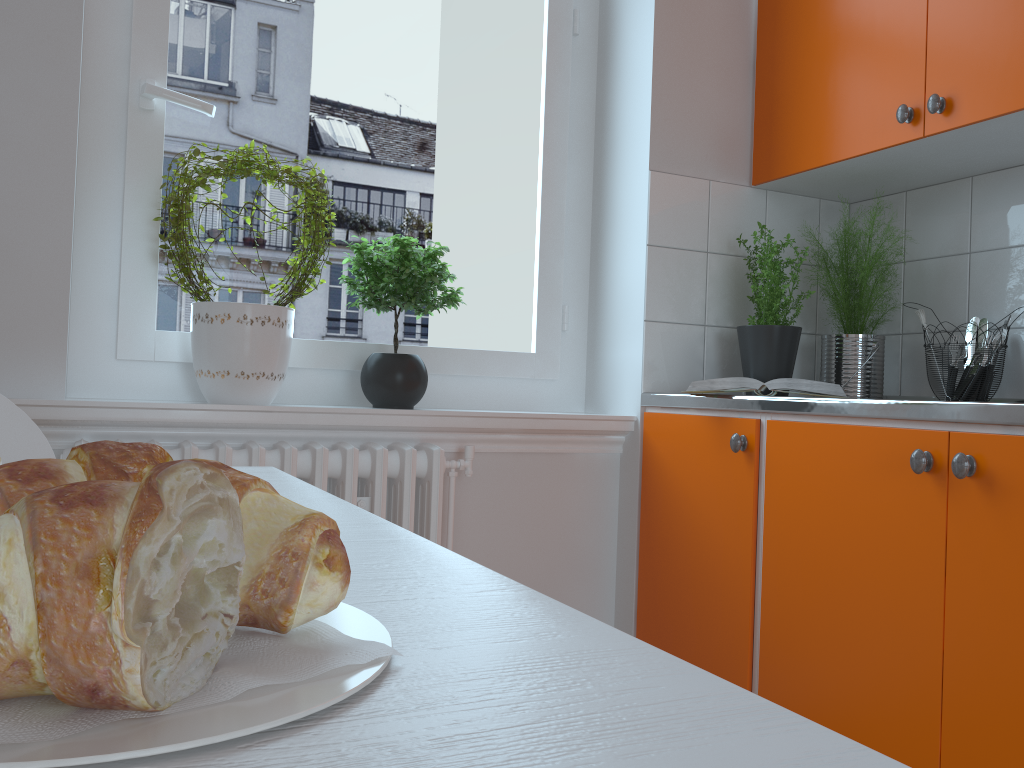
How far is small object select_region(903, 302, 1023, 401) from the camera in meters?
2.0 m

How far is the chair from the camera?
1.1 meters

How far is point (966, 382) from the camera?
2.0 meters

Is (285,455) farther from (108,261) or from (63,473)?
(63,473)

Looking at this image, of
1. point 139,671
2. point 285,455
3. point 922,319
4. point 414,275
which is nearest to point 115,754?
point 139,671

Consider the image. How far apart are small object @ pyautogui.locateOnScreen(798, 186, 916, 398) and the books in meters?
0.3 m

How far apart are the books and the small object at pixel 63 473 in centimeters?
170cm

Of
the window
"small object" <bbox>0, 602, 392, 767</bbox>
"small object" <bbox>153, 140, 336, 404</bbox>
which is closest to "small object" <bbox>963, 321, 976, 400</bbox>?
the window

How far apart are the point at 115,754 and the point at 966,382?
2.14m

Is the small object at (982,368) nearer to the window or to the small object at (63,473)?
the window
